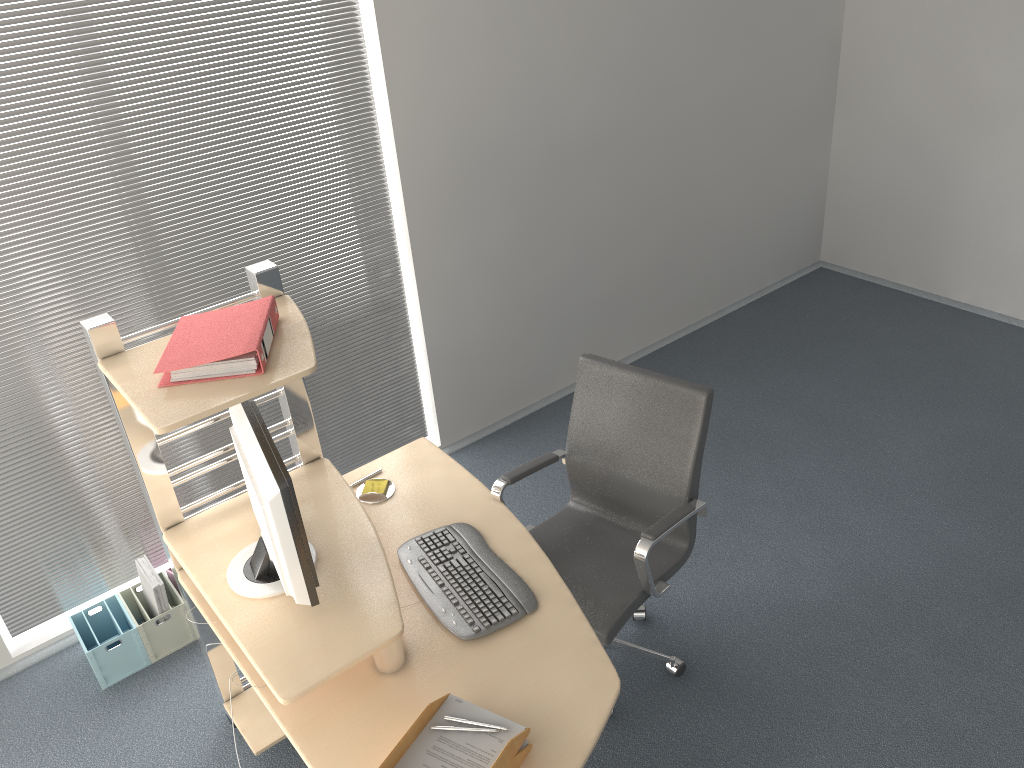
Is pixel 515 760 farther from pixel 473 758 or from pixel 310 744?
pixel 310 744

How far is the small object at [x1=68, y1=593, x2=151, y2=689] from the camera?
3.2 meters

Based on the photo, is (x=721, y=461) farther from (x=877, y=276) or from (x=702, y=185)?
(x=877, y=276)

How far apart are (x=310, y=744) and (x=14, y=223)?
1.99m

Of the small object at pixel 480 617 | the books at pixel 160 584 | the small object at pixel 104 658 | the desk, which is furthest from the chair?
the small object at pixel 104 658

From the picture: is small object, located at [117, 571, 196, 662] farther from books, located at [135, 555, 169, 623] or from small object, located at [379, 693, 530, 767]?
small object, located at [379, 693, 530, 767]

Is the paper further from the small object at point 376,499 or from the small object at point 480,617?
the small object at point 376,499

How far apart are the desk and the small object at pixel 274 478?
0.0m

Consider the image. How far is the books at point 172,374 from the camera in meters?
2.2 m

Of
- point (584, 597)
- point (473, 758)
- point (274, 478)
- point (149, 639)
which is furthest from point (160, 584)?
point (473, 758)
